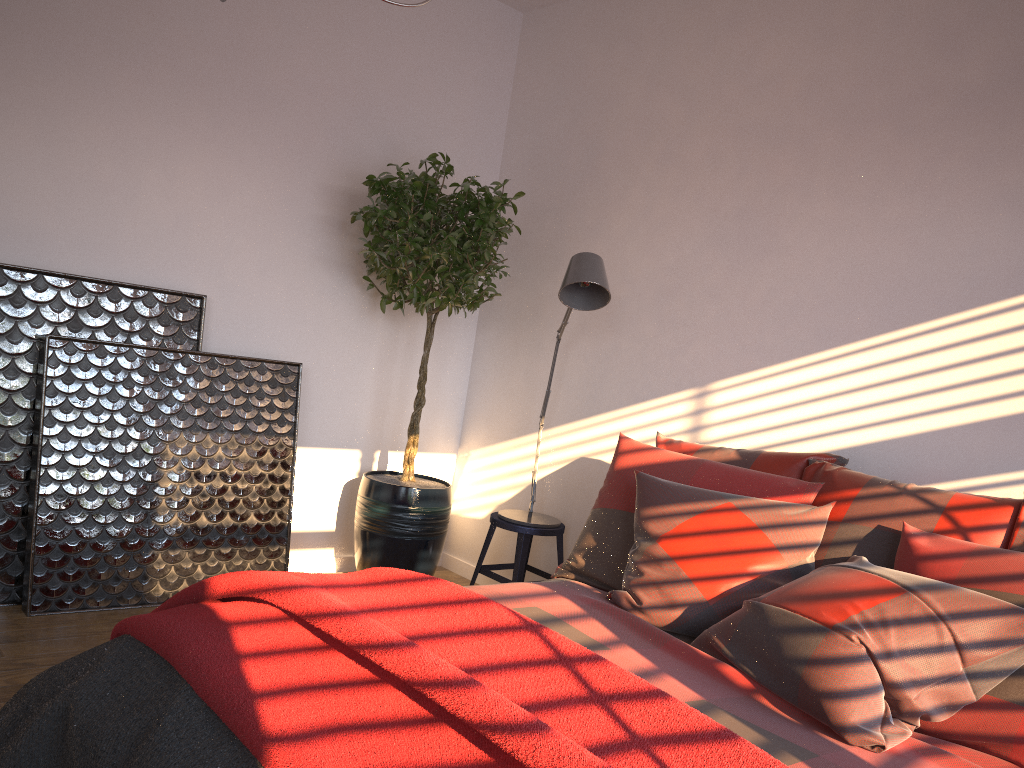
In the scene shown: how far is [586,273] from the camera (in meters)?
3.22

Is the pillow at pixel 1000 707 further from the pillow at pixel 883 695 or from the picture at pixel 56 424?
the picture at pixel 56 424

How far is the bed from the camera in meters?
1.8

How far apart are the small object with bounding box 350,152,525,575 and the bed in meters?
1.3

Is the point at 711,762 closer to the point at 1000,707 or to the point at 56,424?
the point at 1000,707

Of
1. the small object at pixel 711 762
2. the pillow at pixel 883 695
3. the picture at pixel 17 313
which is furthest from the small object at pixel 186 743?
the picture at pixel 17 313

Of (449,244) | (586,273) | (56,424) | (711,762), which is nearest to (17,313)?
(56,424)

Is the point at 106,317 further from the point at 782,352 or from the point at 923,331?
the point at 923,331

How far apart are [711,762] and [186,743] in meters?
0.9 m

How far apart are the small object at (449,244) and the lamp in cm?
29
